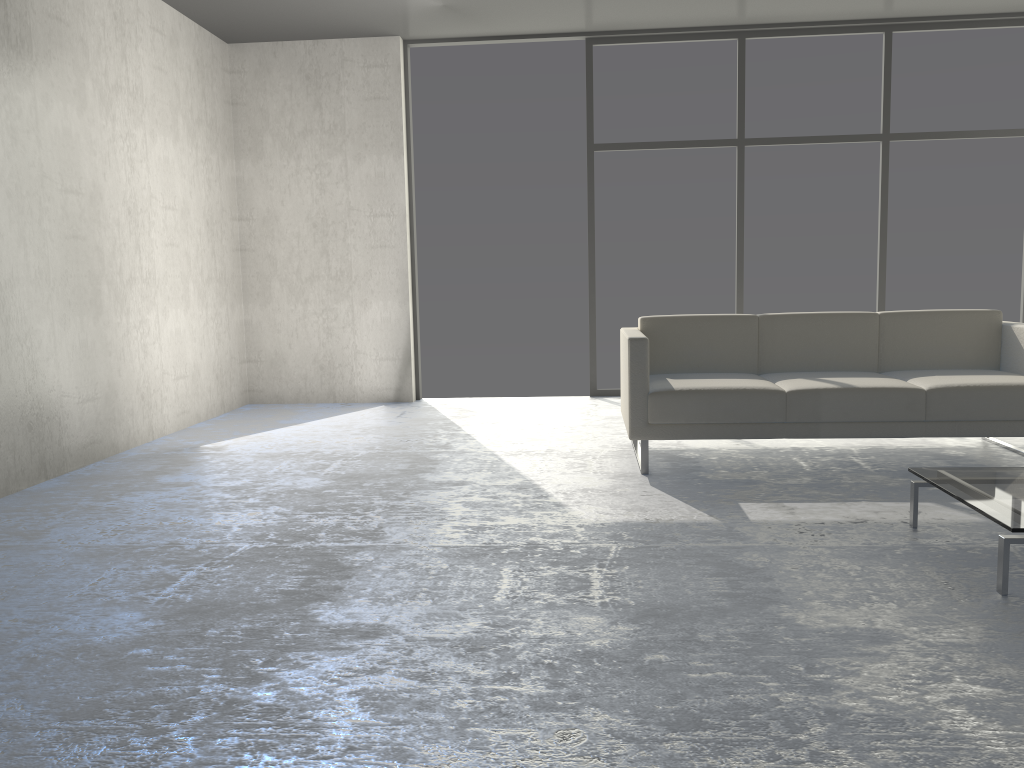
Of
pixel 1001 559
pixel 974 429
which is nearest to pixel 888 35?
pixel 974 429

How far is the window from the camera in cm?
590

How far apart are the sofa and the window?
1.94m

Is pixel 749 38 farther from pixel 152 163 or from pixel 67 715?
pixel 67 715

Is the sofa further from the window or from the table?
the window

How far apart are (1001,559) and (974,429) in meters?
1.5 m

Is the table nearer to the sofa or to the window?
the sofa

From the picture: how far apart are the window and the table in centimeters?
336cm

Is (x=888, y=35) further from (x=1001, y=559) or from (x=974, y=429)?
(x=1001, y=559)

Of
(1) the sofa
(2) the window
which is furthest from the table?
(2) the window
